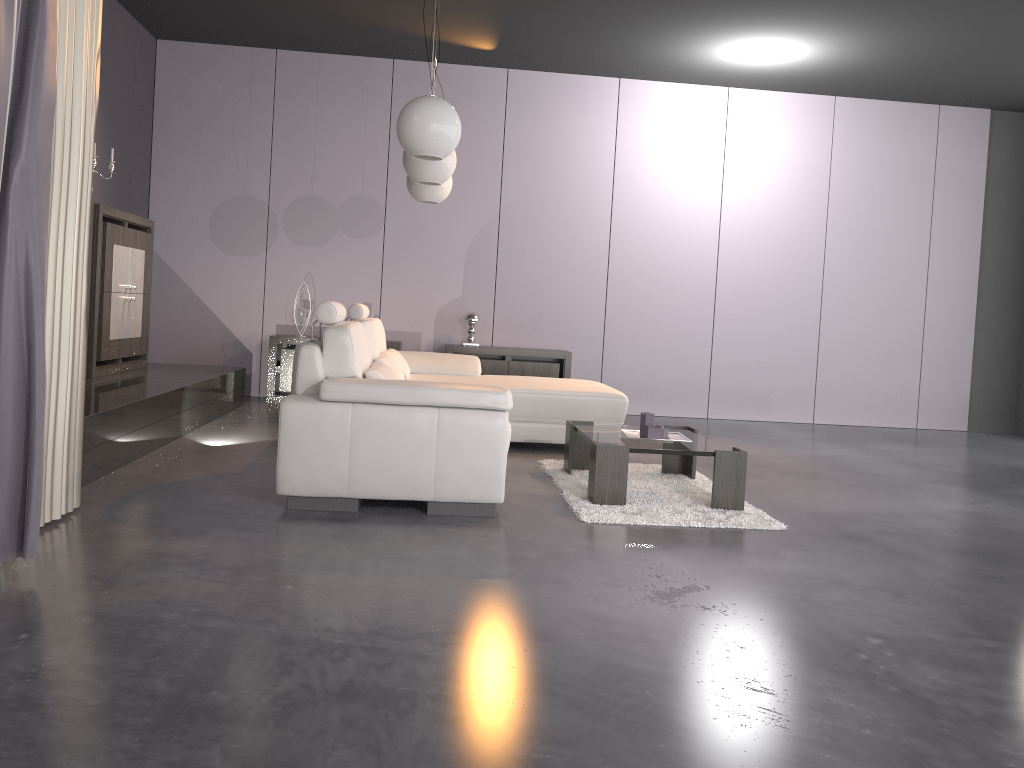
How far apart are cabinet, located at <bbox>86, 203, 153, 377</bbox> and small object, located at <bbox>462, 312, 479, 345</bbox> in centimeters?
254cm

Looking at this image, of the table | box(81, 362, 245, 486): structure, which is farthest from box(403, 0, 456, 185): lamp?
box(81, 362, 245, 486): structure

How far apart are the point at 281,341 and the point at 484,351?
1.7m

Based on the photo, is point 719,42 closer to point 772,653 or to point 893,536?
point 893,536

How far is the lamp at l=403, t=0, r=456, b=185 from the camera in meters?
4.9

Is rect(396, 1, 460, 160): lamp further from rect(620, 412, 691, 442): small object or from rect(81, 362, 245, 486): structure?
rect(81, 362, 245, 486): structure

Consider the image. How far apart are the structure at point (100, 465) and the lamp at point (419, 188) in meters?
1.8

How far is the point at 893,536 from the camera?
3.78m

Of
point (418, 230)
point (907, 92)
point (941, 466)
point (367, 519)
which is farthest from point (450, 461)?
point (907, 92)

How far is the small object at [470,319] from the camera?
7.5 meters
